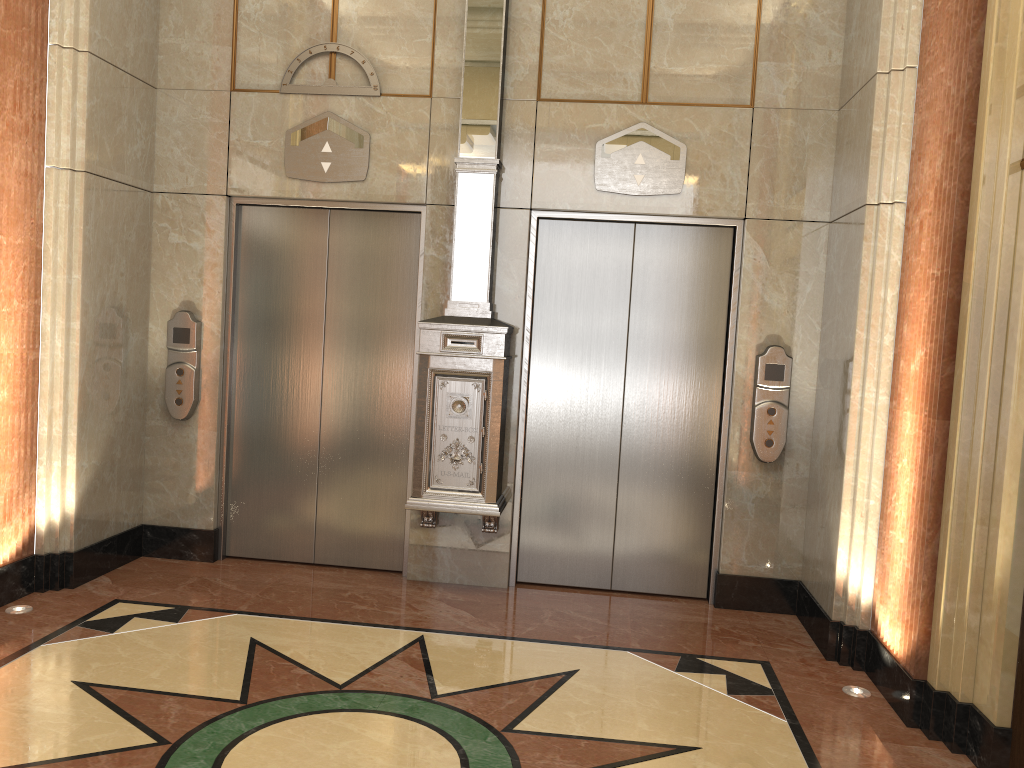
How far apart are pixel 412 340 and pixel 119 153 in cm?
191
